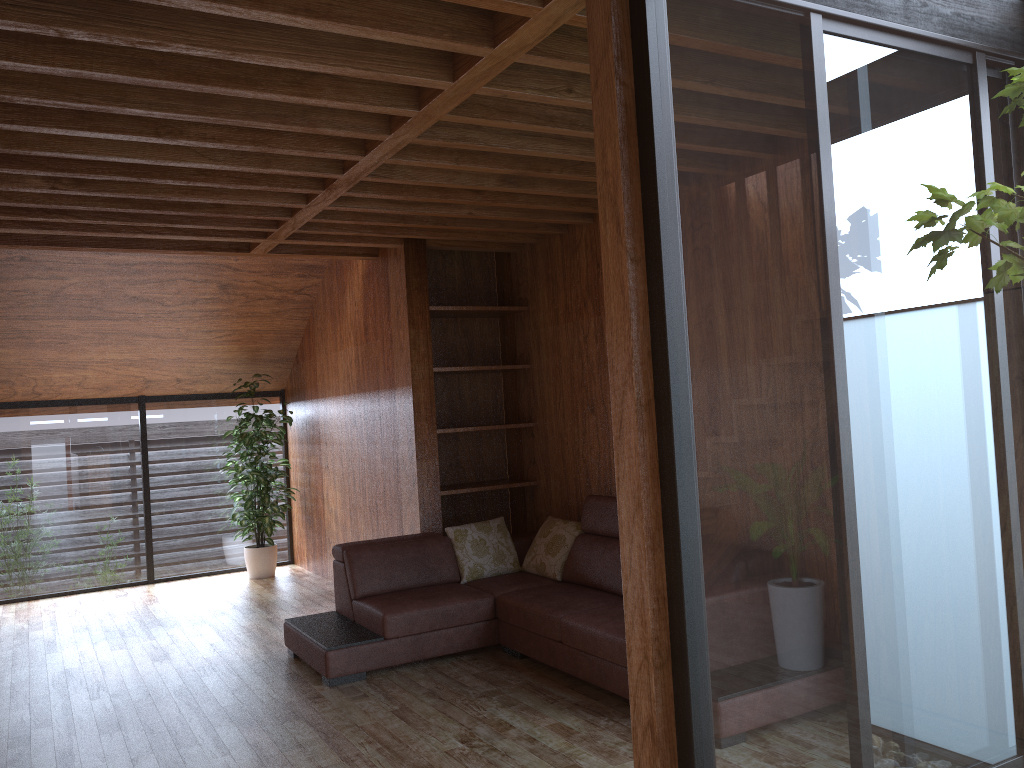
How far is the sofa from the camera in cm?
401

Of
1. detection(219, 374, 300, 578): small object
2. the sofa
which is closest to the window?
detection(219, 374, 300, 578): small object

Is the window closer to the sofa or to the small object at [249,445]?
the small object at [249,445]

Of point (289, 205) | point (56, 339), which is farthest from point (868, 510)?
point (56, 339)

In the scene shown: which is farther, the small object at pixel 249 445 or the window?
the small object at pixel 249 445

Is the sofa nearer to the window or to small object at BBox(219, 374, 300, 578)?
the window

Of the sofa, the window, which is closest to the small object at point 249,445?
the window

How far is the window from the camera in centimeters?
138cm

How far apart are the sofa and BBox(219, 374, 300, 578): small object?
2.4 meters

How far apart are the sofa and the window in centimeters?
165cm
